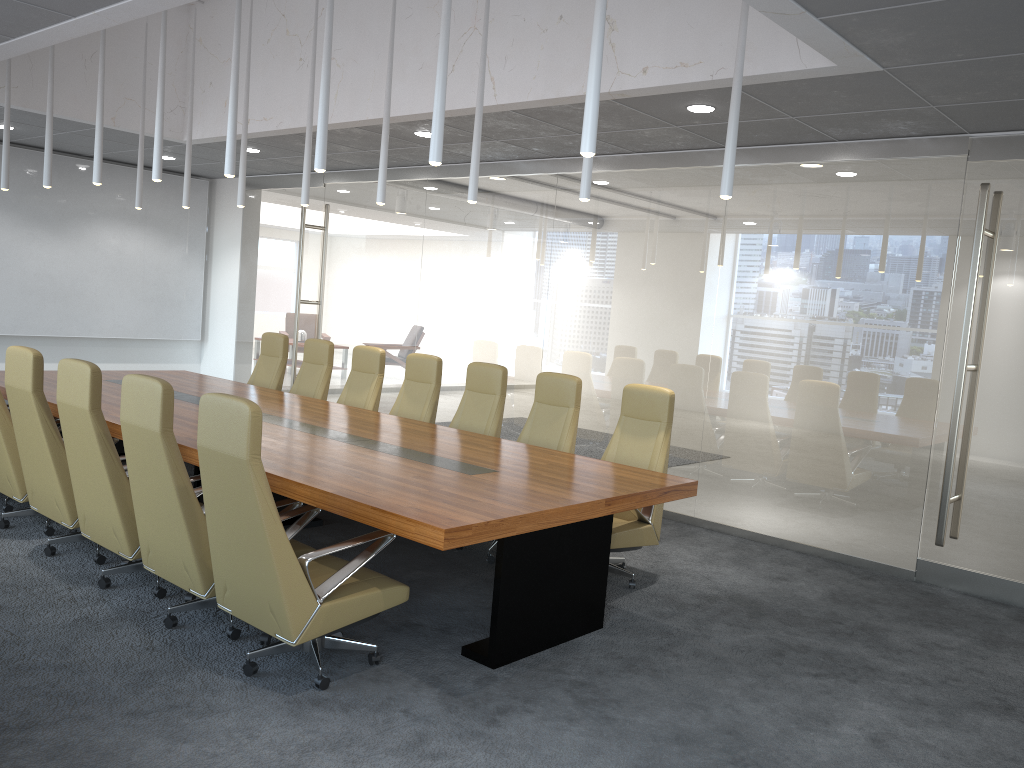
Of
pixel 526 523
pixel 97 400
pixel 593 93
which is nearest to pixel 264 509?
pixel 526 523

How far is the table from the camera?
4.4m

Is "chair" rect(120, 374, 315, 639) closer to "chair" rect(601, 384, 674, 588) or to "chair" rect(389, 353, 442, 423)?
"chair" rect(601, 384, 674, 588)

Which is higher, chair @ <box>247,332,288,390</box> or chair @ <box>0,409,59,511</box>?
chair @ <box>247,332,288,390</box>

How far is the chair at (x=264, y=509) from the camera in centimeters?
398cm

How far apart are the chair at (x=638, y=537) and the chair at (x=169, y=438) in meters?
2.1 m

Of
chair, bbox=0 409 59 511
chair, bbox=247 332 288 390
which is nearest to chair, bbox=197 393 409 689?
chair, bbox=0 409 59 511

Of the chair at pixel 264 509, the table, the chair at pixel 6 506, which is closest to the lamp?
the chair at pixel 264 509

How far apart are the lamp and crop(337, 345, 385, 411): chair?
1.7m

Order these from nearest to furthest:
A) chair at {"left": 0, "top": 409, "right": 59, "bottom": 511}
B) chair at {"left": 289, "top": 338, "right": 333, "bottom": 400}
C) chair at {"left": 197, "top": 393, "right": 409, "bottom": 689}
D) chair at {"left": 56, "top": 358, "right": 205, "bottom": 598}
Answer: chair at {"left": 197, "top": 393, "right": 409, "bottom": 689}, chair at {"left": 56, "top": 358, "right": 205, "bottom": 598}, chair at {"left": 0, "top": 409, "right": 59, "bottom": 511}, chair at {"left": 289, "top": 338, "right": 333, "bottom": 400}
